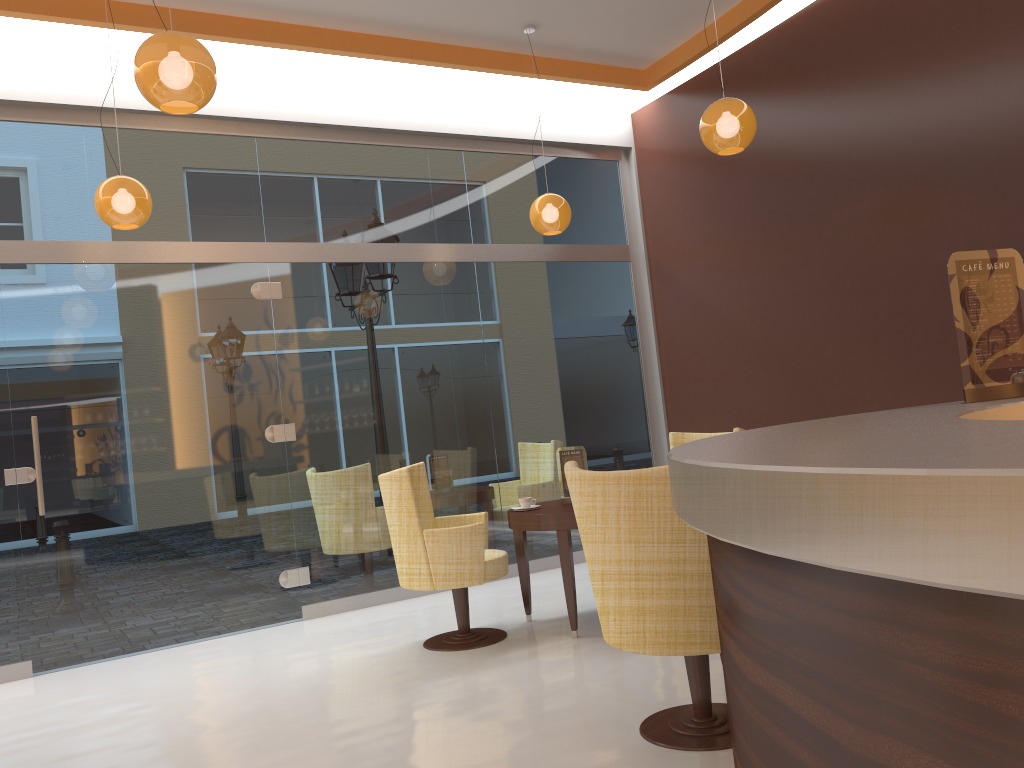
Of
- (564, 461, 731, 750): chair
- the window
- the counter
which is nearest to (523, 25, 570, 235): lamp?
the window

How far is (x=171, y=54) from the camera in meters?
3.2 m

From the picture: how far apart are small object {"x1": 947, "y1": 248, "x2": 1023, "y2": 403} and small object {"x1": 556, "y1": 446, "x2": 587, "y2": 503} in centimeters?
296cm

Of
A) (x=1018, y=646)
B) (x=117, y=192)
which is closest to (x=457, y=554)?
(x=117, y=192)

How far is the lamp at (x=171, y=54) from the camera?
3.2 meters

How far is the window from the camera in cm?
571

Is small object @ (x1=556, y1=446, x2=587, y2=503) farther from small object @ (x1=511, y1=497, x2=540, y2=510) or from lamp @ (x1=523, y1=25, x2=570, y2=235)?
lamp @ (x1=523, y1=25, x2=570, y2=235)

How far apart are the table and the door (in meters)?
1.75

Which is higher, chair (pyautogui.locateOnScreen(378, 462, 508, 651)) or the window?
the window

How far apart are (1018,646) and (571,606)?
4.2m
